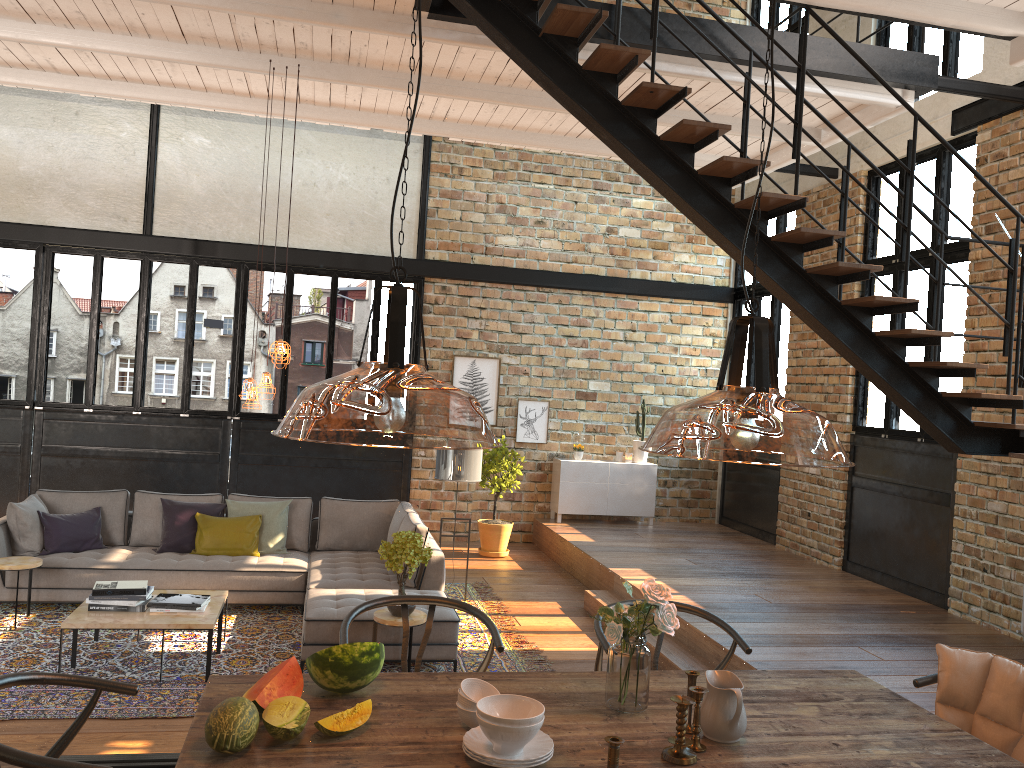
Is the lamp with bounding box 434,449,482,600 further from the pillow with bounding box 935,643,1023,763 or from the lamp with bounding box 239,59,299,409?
the pillow with bounding box 935,643,1023,763

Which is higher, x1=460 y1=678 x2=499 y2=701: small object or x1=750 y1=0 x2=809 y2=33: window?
x1=750 y1=0 x2=809 y2=33: window

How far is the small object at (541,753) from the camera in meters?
2.3

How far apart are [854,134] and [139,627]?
6.6 meters

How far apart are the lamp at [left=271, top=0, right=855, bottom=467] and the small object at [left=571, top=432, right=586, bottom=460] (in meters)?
0.98

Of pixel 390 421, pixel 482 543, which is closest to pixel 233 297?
pixel 482 543

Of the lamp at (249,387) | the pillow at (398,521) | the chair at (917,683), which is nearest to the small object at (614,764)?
the chair at (917,683)

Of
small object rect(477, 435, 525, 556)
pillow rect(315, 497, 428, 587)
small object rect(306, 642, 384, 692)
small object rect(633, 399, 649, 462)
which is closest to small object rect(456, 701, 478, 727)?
small object rect(306, 642, 384, 692)

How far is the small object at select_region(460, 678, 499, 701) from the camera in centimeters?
255cm

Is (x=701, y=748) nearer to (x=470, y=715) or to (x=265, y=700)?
(x=470, y=715)
